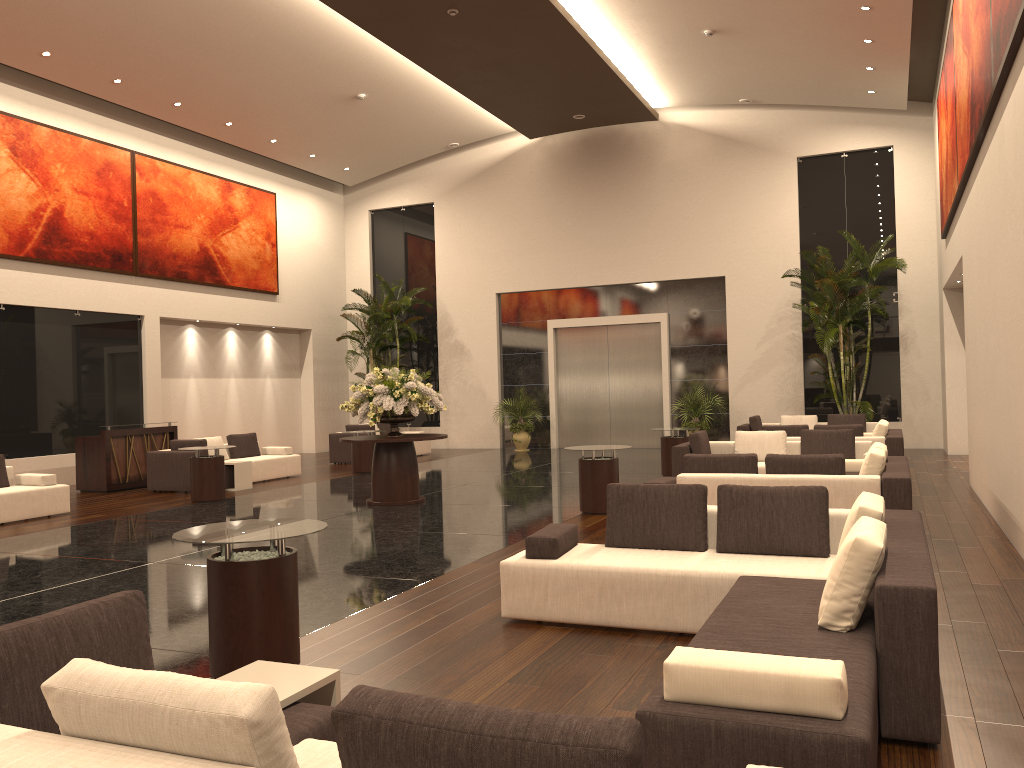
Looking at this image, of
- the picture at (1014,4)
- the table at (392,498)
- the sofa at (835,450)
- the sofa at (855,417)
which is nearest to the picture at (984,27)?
the picture at (1014,4)

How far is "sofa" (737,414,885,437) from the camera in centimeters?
1734cm

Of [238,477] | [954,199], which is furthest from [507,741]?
[238,477]

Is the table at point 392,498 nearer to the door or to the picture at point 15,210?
the picture at point 15,210

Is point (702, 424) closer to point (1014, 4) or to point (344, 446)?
point (344, 446)

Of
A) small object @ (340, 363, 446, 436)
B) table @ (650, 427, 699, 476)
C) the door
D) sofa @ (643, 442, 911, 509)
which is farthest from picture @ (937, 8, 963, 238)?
small object @ (340, 363, 446, 436)

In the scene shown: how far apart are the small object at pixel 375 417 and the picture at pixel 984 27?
7.17m

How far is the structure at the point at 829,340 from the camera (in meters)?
17.63

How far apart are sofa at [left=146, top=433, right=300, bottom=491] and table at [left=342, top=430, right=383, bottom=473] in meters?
1.1

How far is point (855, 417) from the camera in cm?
1734
